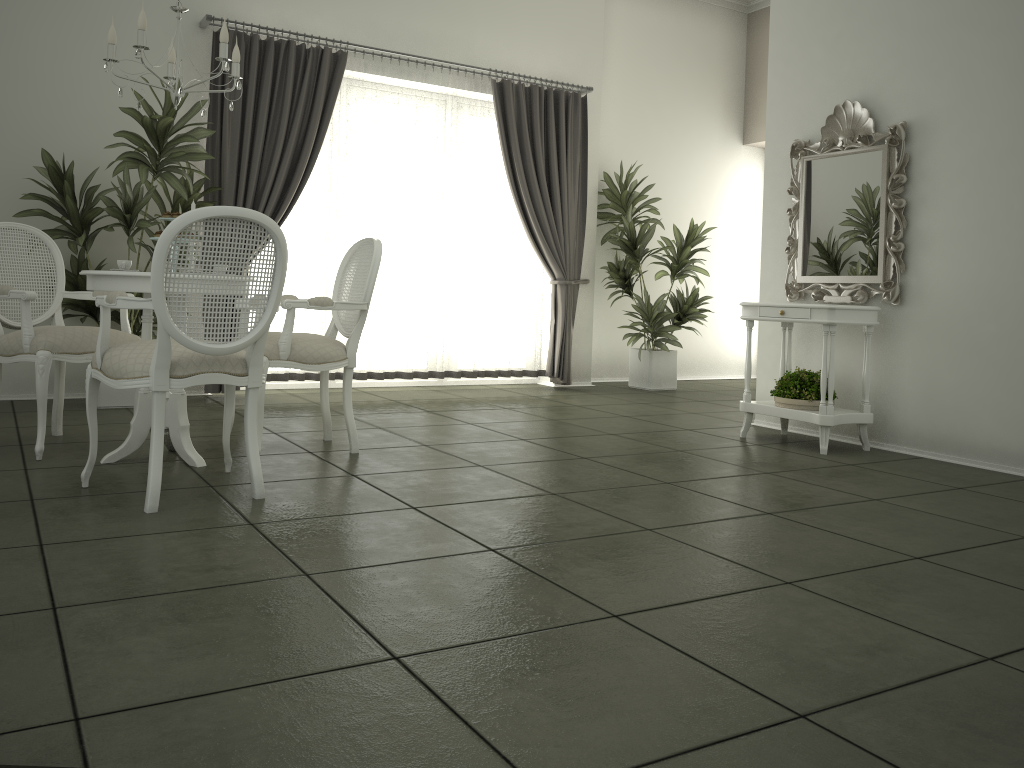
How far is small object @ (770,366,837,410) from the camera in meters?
5.0

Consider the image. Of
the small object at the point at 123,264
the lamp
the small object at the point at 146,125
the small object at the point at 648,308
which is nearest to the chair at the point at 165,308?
the small object at the point at 123,264

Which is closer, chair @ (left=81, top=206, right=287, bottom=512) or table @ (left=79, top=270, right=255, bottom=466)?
chair @ (left=81, top=206, right=287, bottom=512)

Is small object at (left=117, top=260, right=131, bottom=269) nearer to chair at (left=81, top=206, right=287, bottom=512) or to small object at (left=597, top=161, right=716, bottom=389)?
chair at (left=81, top=206, right=287, bottom=512)

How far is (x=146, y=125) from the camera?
5.2m

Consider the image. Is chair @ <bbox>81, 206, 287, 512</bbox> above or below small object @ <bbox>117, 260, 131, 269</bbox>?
below

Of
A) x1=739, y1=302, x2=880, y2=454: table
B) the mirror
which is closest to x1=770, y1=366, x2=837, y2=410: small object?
x1=739, y1=302, x2=880, y2=454: table

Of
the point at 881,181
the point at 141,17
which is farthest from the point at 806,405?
the point at 141,17

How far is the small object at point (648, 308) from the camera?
7.7 meters

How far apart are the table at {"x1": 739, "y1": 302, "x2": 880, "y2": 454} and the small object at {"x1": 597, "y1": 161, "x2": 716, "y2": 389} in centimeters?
222cm
